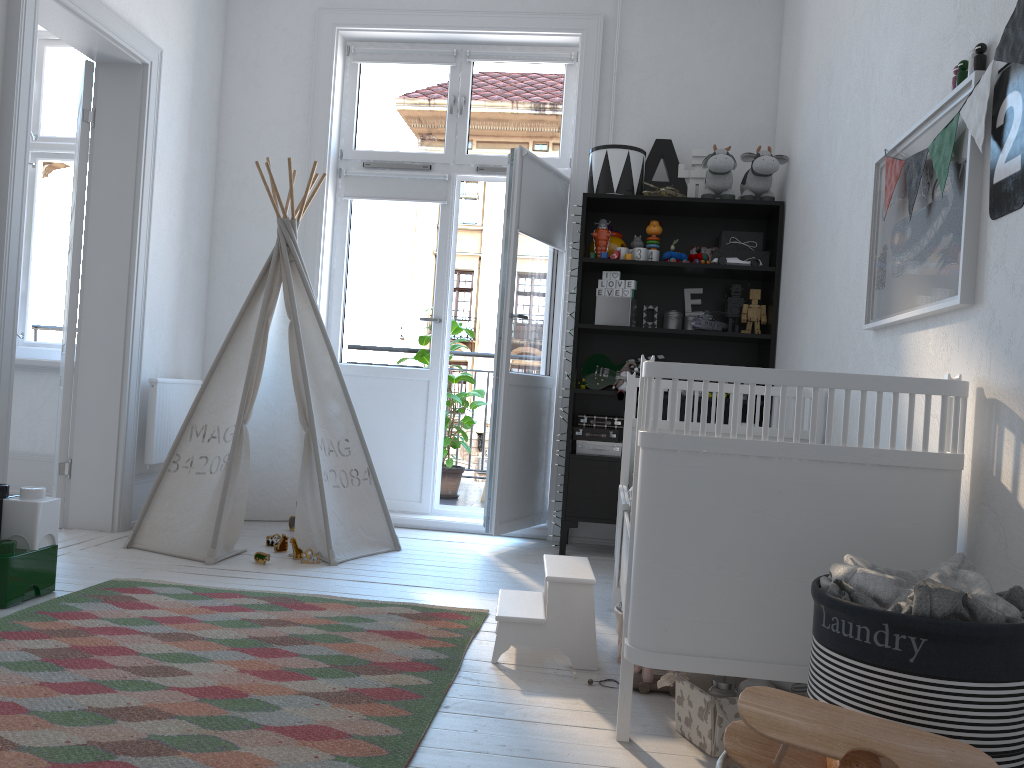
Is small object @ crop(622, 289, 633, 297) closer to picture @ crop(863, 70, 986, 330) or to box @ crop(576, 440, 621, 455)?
box @ crop(576, 440, 621, 455)

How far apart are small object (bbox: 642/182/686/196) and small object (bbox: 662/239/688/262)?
0.3m

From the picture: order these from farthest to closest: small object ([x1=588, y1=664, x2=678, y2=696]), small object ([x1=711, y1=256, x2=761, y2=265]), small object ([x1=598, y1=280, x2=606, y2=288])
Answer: small object ([x1=598, y1=280, x2=606, y2=288])
small object ([x1=711, y1=256, x2=761, y2=265])
small object ([x1=588, y1=664, x2=678, y2=696])

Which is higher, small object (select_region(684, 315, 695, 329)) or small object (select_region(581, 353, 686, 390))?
small object (select_region(684, 315, 695, 329))

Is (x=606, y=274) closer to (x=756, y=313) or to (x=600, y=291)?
(x=600, y=291)

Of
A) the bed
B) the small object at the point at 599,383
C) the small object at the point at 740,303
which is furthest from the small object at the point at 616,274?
the bed

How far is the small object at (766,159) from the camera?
3.95m

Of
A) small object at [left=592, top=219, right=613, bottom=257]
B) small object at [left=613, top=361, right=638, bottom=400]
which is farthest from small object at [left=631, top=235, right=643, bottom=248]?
small object at [left=613, top=361, right=638, bottom=400]

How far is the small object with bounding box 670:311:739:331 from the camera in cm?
408

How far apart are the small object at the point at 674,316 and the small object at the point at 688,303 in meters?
0.1
